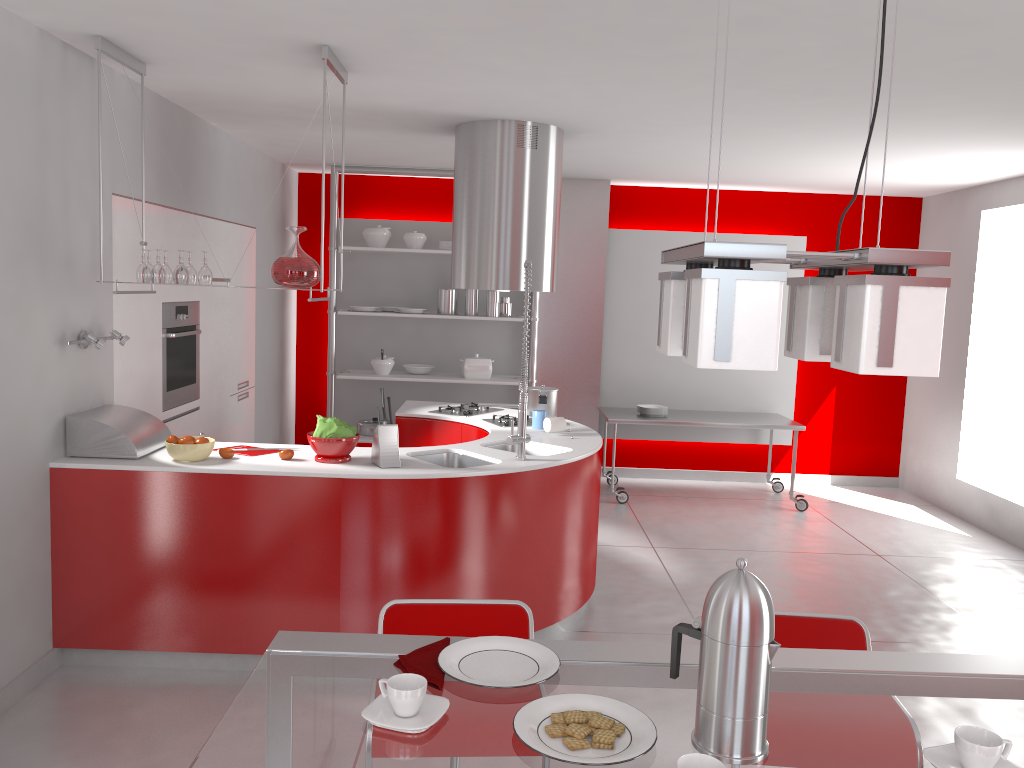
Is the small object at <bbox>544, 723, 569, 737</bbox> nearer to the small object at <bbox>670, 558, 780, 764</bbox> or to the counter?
the small object at <bbox>670, 558, 780, 764</bbox>

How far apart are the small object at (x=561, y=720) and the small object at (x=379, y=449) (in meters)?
2.50

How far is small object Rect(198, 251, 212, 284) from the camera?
3.8 meters

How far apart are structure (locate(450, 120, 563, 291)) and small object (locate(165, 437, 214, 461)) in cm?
188

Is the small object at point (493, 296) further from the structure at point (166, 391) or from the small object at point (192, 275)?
the small object at point (192, 275)

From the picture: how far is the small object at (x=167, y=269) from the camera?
3.85m

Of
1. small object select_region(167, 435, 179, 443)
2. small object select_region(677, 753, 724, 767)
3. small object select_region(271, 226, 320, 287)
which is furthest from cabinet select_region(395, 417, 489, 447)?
small object select_region(677, 753, 724, 767)

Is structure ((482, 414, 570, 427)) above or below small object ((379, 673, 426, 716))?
below

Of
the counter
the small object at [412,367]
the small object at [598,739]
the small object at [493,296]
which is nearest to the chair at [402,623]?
the small object at [598,739]

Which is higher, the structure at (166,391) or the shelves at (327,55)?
the shelves at (327,55)
